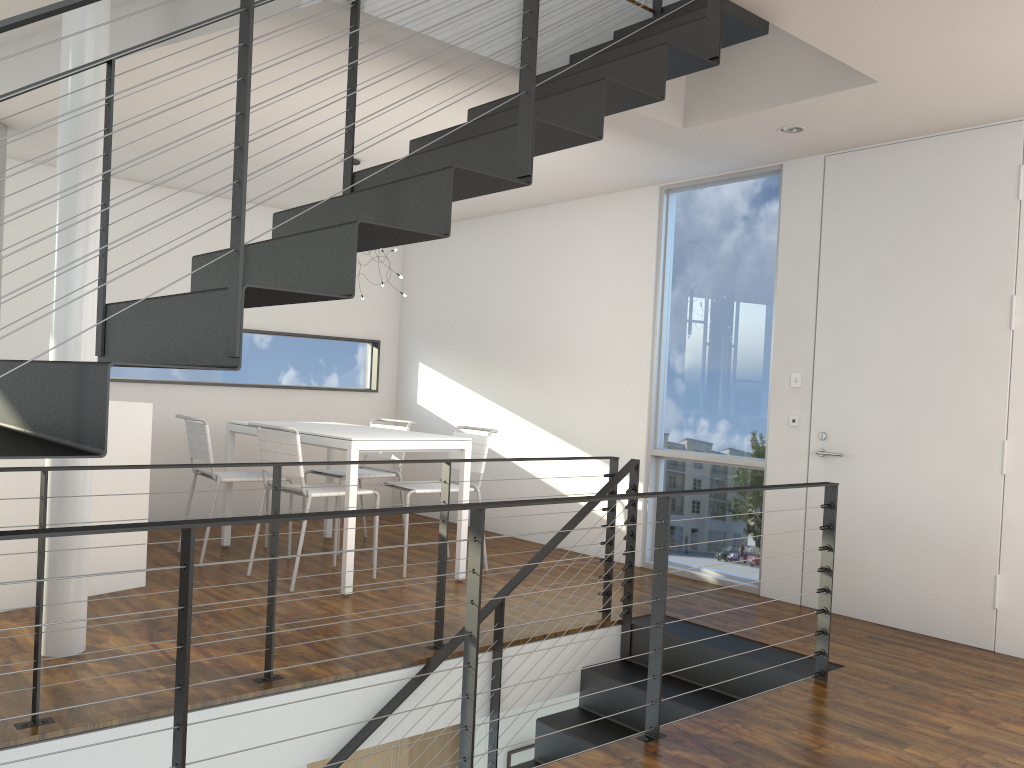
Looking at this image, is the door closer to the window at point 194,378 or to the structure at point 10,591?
the structure at point 10,591

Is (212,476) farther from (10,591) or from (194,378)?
(194,378)

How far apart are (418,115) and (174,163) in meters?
1.9

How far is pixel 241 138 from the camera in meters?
1.7 m

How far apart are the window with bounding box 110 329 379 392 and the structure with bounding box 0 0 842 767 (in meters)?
3.26

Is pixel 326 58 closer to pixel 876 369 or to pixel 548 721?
pixel 548 721

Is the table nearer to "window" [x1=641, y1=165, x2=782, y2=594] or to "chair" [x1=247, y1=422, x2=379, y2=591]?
"chair" [x1=247, y1=422, x2=379, y2=591]

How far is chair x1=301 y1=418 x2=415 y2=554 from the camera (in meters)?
5.14

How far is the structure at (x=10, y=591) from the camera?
3.6m

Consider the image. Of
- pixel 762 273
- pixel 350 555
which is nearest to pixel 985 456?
pixel 762 273
